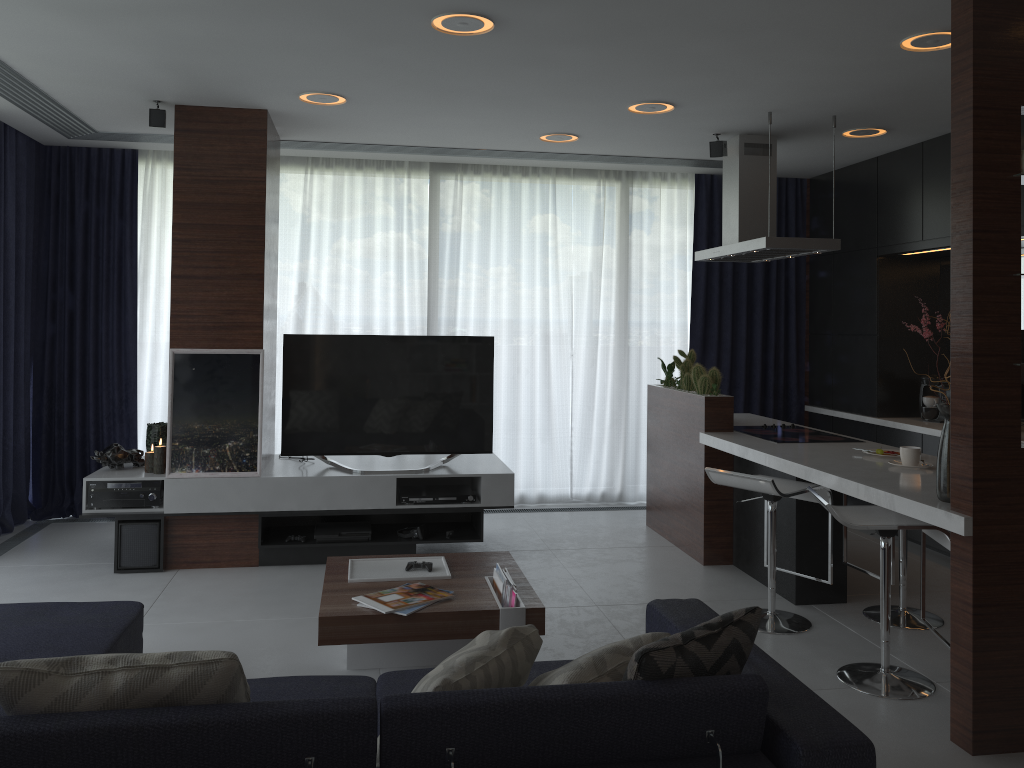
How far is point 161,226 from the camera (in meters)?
6.21

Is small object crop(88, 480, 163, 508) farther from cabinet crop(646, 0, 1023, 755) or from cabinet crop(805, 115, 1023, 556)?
cabinet crop(805, 115, 1023, 556)

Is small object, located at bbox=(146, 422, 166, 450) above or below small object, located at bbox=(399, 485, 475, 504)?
above

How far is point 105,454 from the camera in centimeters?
502cm

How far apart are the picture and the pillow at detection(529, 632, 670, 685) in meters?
3.1

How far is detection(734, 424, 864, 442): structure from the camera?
4.8m

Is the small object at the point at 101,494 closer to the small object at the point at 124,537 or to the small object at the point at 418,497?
the small object at the point at 124,537

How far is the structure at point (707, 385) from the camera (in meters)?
5.19

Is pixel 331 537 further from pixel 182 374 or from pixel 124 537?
pixel 182 374

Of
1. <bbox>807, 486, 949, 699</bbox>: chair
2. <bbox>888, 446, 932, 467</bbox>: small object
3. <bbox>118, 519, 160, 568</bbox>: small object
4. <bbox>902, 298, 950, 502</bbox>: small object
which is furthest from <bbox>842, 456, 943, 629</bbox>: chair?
<bbox>118, 519, 160, 568</bbox>: small object
